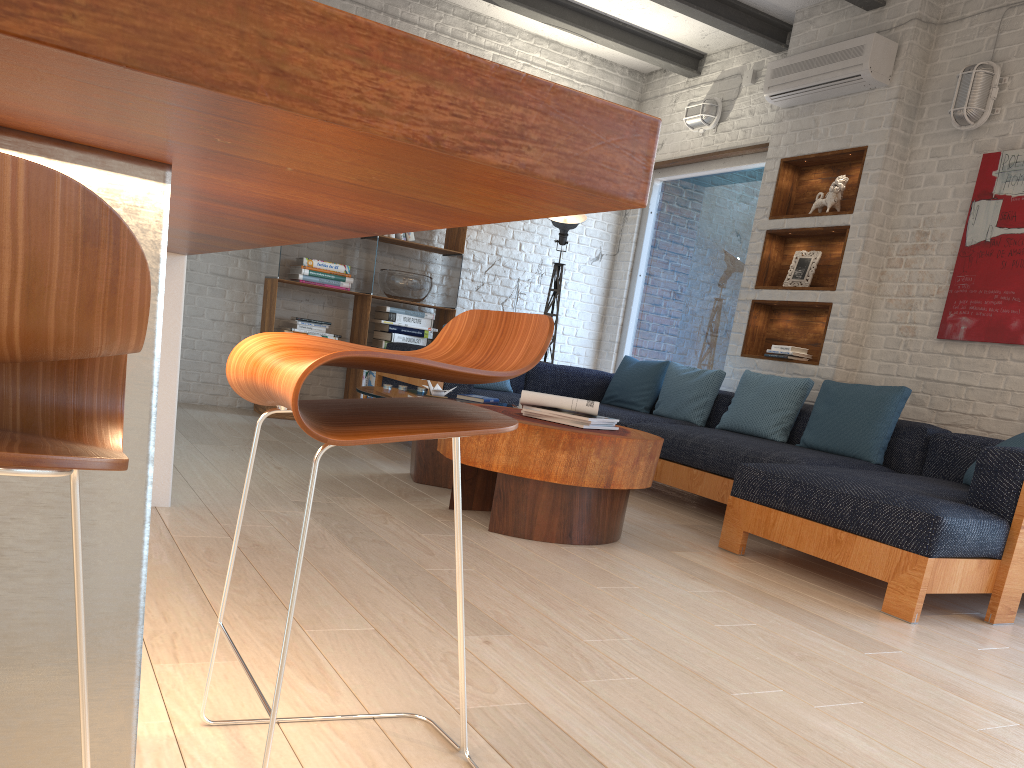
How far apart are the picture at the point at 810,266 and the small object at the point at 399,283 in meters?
2.6 m

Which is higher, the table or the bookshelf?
the bookshelf

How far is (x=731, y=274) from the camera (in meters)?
6.57

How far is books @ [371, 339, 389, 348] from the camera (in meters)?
6.50

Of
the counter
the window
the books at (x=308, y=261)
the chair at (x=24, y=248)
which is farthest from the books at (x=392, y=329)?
the chair at (x=24, y=248)

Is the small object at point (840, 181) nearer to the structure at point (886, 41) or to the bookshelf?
the structure at point (886, 41)

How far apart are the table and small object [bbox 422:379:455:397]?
0.2 meters

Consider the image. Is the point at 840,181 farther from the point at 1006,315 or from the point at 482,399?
the point at 482,399

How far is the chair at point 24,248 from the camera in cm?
46

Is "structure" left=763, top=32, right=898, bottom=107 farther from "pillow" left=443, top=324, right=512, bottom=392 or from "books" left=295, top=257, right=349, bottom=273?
"books" left=295, top=257, right=349, bottom=273
